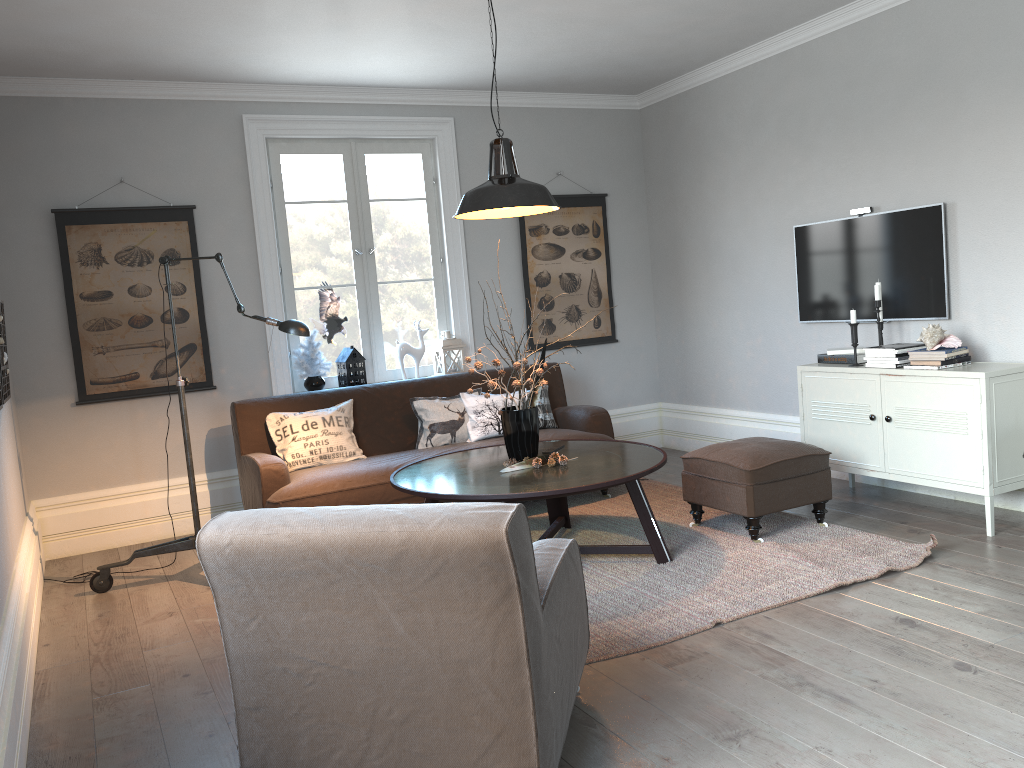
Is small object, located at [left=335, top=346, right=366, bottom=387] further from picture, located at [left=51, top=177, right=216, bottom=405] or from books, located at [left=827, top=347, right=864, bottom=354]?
books, located at [left=827, top=347, right=864, bottom=354]

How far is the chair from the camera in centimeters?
201cm

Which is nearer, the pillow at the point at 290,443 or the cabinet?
the cabinet

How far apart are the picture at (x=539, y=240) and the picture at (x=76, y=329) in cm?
227

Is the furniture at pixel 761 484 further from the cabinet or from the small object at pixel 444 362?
the small object at pixel 444 362

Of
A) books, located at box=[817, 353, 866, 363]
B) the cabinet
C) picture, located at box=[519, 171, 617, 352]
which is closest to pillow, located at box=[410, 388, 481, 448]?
picture, located at box=[519, 171, 617, 352]

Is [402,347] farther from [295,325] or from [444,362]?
[295,325]

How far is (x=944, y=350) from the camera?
4.3 meters

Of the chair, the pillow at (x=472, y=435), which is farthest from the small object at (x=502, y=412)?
the chair

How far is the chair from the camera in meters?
2.0 m
